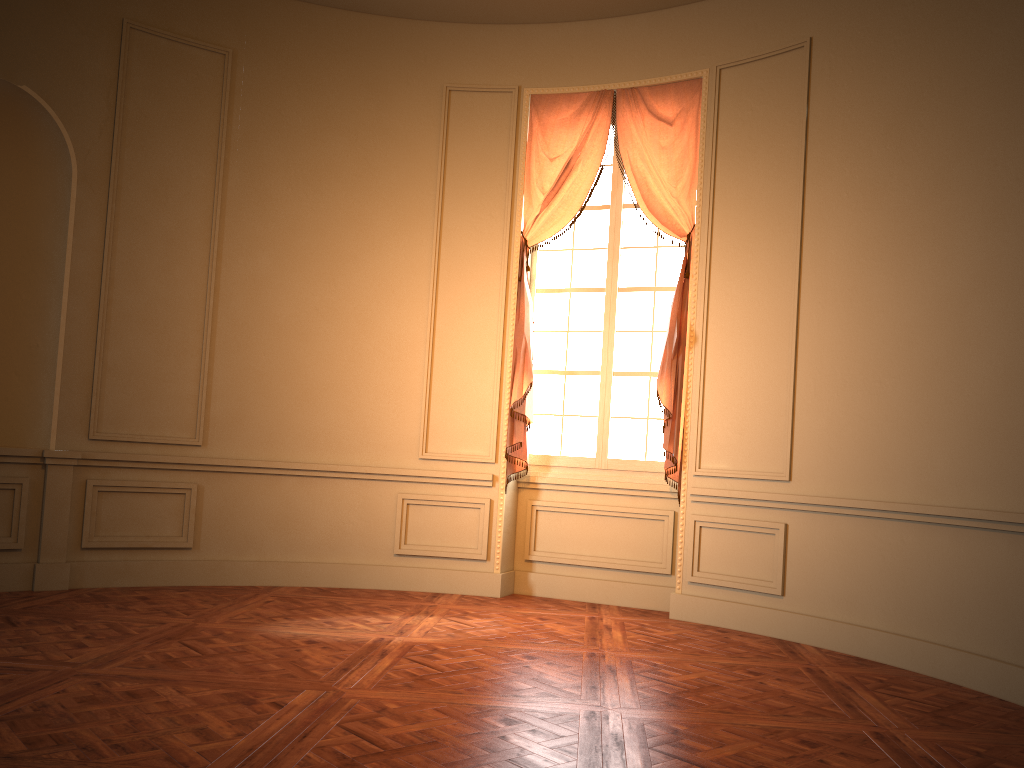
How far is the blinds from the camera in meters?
6.0 m

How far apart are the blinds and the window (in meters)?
0.12

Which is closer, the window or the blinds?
the blinds

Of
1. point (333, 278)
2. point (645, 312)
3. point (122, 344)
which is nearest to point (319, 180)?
point (333, 278)

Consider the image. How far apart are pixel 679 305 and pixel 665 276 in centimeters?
46cm

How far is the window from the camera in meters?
6.4 m

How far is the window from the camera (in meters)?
6.41

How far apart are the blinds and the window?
0.1m
